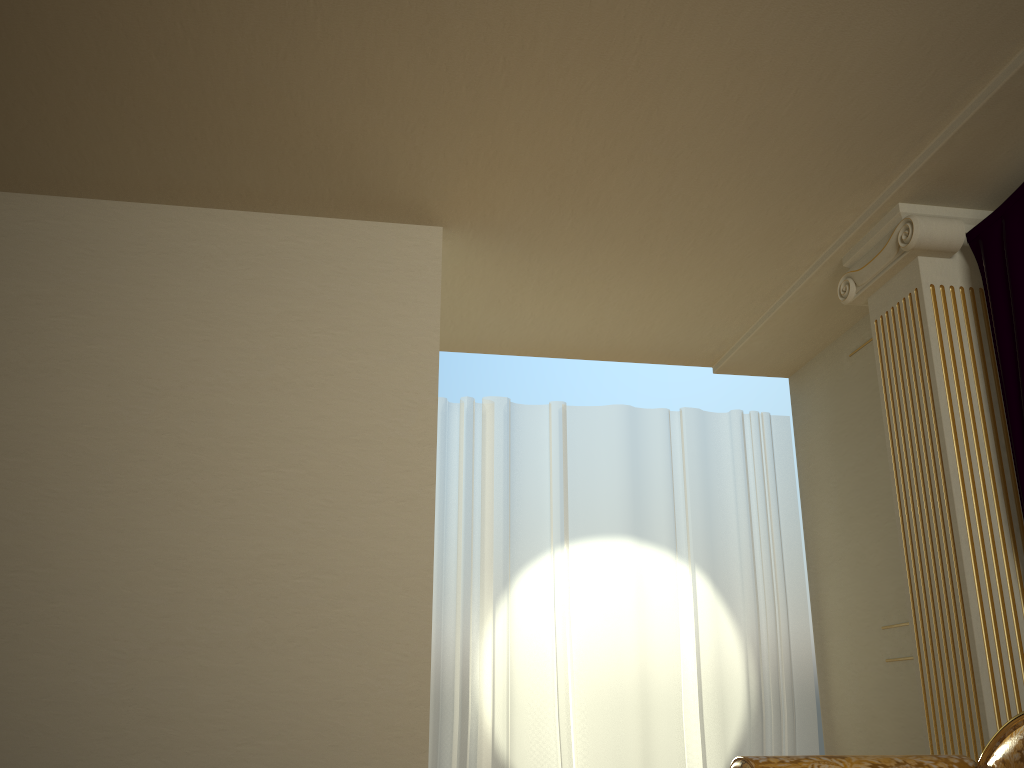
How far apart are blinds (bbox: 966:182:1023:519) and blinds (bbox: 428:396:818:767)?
1.8m

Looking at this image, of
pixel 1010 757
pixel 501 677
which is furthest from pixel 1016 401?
pixel 501 677

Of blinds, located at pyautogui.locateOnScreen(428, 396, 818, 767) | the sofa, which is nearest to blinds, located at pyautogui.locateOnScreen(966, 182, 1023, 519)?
the sofa

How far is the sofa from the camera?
2.2 meters

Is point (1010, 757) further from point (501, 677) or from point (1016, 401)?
point (501, 677)

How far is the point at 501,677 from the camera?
4.3m

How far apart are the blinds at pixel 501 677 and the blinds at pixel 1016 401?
1.82m

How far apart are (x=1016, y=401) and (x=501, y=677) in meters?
2.6

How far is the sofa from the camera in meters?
2.2 m

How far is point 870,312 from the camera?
3.8m
